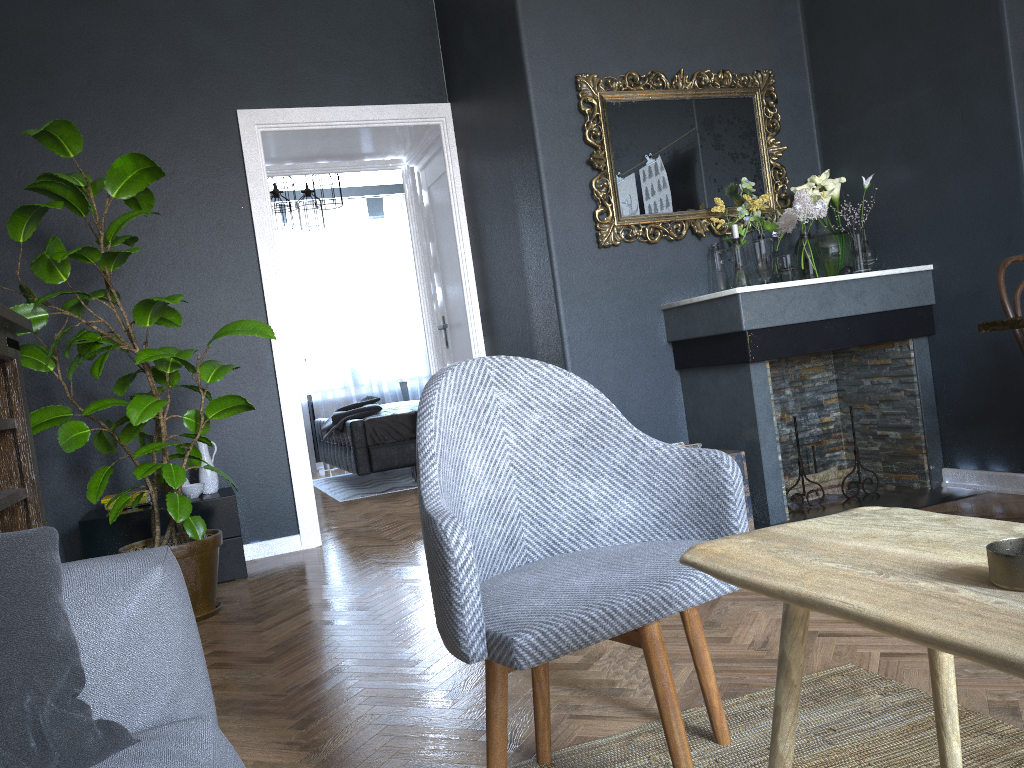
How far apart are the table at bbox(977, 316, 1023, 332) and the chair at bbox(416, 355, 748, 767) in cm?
124

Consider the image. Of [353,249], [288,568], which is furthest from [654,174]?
[353,249]

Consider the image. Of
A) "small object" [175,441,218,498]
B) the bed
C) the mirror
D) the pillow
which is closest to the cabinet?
"small object" [175,441,218,498]

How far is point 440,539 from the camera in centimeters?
132cm

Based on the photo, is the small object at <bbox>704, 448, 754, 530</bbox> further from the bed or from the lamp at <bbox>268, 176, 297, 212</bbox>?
the lamp at <bbox>268, 176, 297, 212</bbox>

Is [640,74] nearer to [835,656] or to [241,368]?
[241,368]

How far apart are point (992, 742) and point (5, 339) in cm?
284

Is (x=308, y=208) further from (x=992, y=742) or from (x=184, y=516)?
(x=992, y=742)

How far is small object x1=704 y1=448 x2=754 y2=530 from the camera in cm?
350

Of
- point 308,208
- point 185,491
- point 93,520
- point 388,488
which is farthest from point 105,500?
point 308,208
